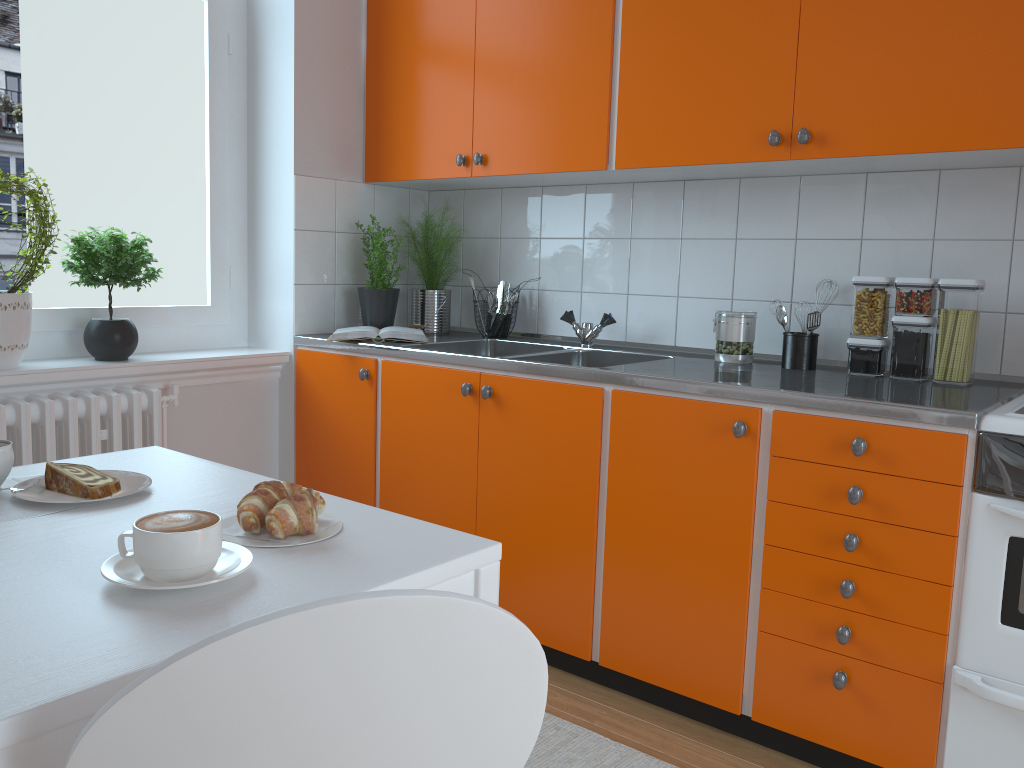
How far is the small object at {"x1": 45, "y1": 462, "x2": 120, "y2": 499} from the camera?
1.27m

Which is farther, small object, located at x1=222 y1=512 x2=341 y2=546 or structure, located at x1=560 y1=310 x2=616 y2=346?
structure, located at x1=560 y1=310 x2=616 y2=346

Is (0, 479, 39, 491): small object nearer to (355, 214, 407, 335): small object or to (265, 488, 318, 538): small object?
(265, 488, 318, 538): small object

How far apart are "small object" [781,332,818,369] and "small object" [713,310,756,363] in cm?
12

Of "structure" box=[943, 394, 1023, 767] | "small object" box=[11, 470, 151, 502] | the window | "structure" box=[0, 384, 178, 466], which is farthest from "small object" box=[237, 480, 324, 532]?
the window

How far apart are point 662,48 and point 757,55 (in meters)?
0.28

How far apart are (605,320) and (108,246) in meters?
1.5 m

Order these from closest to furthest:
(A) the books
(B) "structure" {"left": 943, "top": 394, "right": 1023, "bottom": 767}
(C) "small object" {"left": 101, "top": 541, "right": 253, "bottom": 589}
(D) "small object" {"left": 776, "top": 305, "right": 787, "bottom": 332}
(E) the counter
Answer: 1. (C) "small object" {"left": 101, "top": 541, "right": 253, "bottom": 589}
2. (B) "structure" {"left": 943, "top": 394, "right": 1023, "bottom": 767}
3. (E) the counter
4. (D) "small object" {"left": 776, "top": 305, "right": 787, "bottom": 332}
5. (A) the books

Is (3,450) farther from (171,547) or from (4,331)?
(4,331)

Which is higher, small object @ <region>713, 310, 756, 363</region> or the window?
the window
